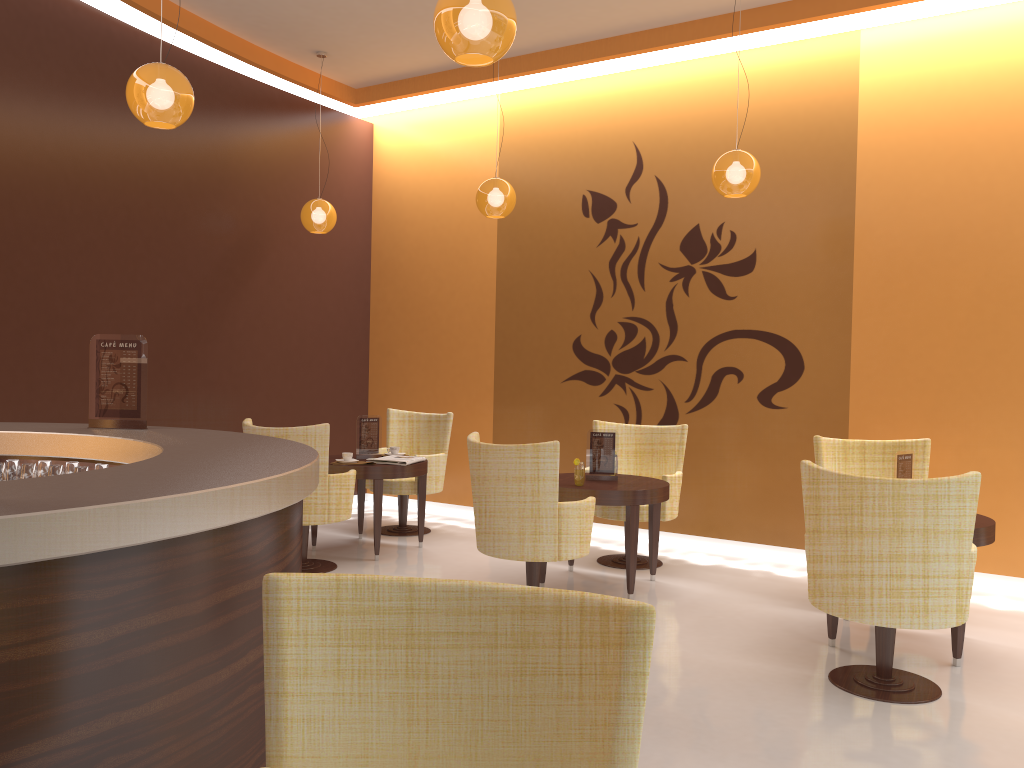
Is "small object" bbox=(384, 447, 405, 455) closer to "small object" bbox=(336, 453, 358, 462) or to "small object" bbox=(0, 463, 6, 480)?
"small object" bbox=(336, 453, 358, 462)

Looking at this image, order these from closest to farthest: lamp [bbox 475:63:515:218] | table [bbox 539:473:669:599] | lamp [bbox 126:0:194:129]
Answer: lamp [bbox 126:0:194:129] → table [bbox 539:473:669:599] → lamp [bbox 475:63:515:218]

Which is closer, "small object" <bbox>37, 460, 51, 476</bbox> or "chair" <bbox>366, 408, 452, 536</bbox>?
"small object" <bbox>37, 460, 51, 476</bbox>

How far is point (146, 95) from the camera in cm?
400

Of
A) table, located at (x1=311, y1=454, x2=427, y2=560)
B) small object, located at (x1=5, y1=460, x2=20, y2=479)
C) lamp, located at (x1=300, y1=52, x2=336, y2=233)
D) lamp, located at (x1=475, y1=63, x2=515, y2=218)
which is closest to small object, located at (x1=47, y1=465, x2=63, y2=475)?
small object, located at (x1=5, y1=460, x2=20, y2=479)

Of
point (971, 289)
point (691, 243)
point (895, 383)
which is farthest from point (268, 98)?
point (971, 289)

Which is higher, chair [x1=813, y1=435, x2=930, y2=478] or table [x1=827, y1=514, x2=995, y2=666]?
chair [x1=813, y1=435, x2=930, y2=478]

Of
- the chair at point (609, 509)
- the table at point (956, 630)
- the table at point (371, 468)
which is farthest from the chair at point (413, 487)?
the table at point (956, 630)

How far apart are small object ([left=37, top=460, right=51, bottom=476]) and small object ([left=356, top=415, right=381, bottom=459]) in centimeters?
310cm

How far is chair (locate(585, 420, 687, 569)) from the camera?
6.2 meters
